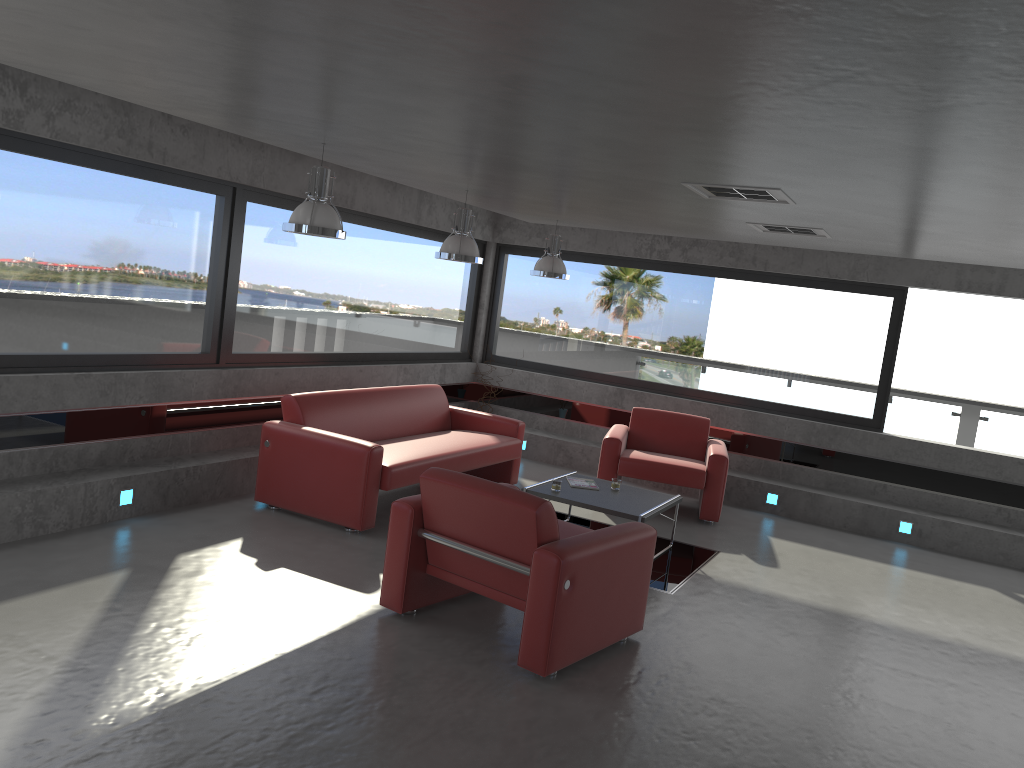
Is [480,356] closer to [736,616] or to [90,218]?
[90,218]

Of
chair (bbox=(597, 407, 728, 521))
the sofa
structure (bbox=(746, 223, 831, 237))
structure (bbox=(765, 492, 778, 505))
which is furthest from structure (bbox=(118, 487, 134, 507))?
structure (bbox=(765, 492, 778, 505))

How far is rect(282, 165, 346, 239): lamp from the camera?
5.33m

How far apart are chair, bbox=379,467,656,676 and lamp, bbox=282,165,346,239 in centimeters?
161cm

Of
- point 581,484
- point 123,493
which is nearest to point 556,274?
point 581,484

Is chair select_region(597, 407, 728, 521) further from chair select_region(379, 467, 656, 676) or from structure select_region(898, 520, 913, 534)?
chair select_region(379, 467, 656, 676)

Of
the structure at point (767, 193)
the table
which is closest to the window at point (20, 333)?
the table

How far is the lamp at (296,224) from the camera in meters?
5.3

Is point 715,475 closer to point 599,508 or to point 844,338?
point 599,508

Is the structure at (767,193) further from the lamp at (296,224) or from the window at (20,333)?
the window at (20,333)
